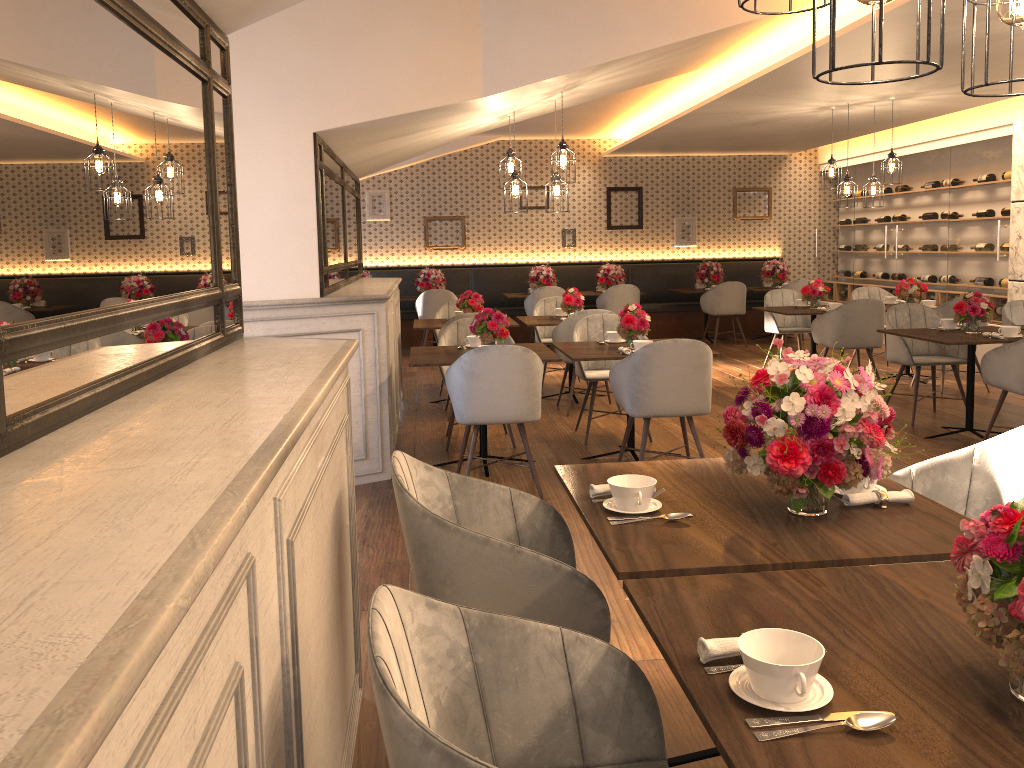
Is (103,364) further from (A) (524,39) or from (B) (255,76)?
(A) (524,39)

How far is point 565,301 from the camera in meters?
7.8 m

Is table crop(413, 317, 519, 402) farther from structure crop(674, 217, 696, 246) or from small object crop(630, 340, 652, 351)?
structure crop(674, 217, 696, 246)

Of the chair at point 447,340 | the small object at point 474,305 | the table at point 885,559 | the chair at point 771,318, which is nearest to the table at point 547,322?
the small object at point 474,305

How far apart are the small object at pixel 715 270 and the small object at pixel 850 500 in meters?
10.0

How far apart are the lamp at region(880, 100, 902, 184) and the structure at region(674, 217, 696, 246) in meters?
5.0 m

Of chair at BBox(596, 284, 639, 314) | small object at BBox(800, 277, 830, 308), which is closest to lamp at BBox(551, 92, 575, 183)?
small object at BBox(800, 277, 830, 308)

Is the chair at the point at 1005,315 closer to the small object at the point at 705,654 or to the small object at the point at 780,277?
the small object at the point at 780,277

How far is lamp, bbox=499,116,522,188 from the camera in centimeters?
672cm

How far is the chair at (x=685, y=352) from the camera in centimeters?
477cm
